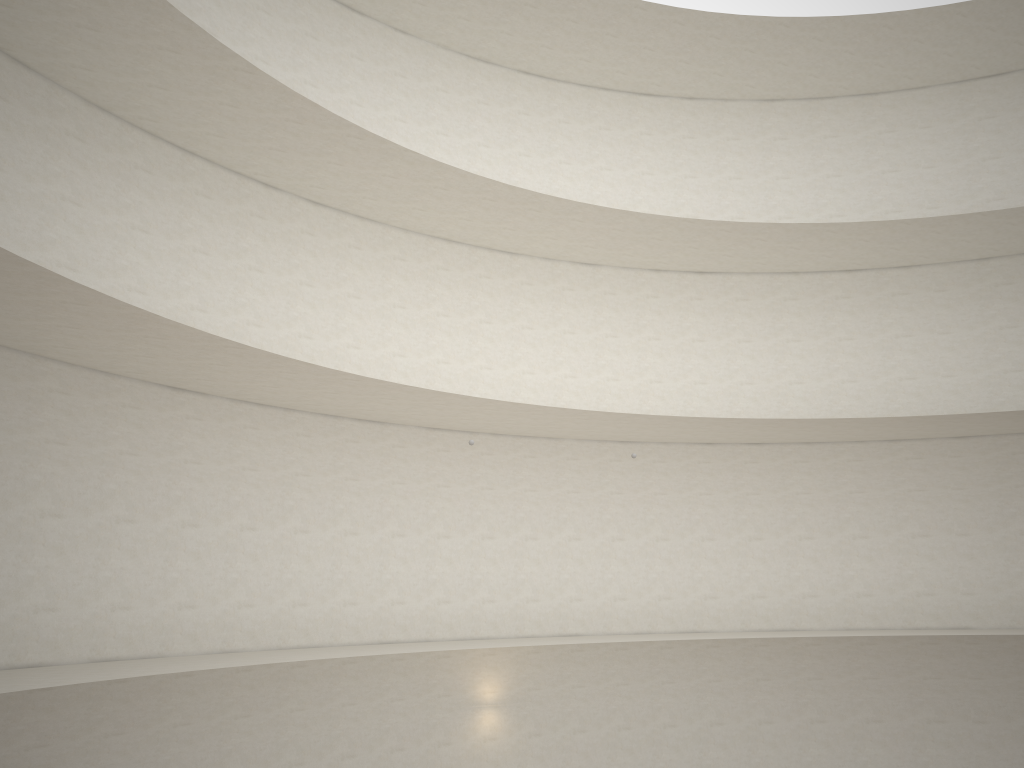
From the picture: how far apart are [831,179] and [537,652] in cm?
1311

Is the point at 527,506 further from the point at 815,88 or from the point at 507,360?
the point at 815,88
